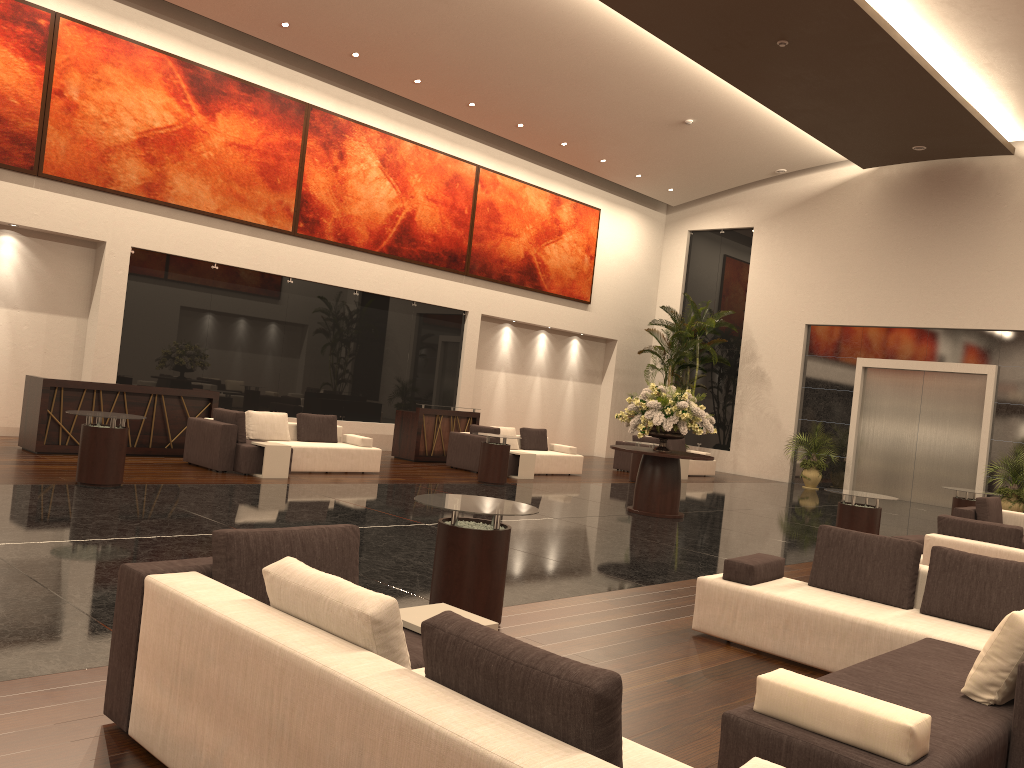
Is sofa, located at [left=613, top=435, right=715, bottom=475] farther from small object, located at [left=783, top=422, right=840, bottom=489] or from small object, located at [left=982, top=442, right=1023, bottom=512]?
small object, located at [left=982, top=442, right=1023, bottom=512]

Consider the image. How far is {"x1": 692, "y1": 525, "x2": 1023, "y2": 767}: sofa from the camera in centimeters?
325cm

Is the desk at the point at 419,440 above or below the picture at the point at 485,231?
below

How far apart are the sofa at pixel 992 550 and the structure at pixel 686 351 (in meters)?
13.81

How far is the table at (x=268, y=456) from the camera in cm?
1223

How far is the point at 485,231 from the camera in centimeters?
2038cm

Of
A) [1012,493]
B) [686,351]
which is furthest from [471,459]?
[1012,493]

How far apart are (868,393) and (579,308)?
7.4 meters

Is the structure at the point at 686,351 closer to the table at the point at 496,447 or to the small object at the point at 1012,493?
the small object at the point at 1012,493

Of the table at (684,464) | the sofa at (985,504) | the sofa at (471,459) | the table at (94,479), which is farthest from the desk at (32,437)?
the sofa at (985,504)
